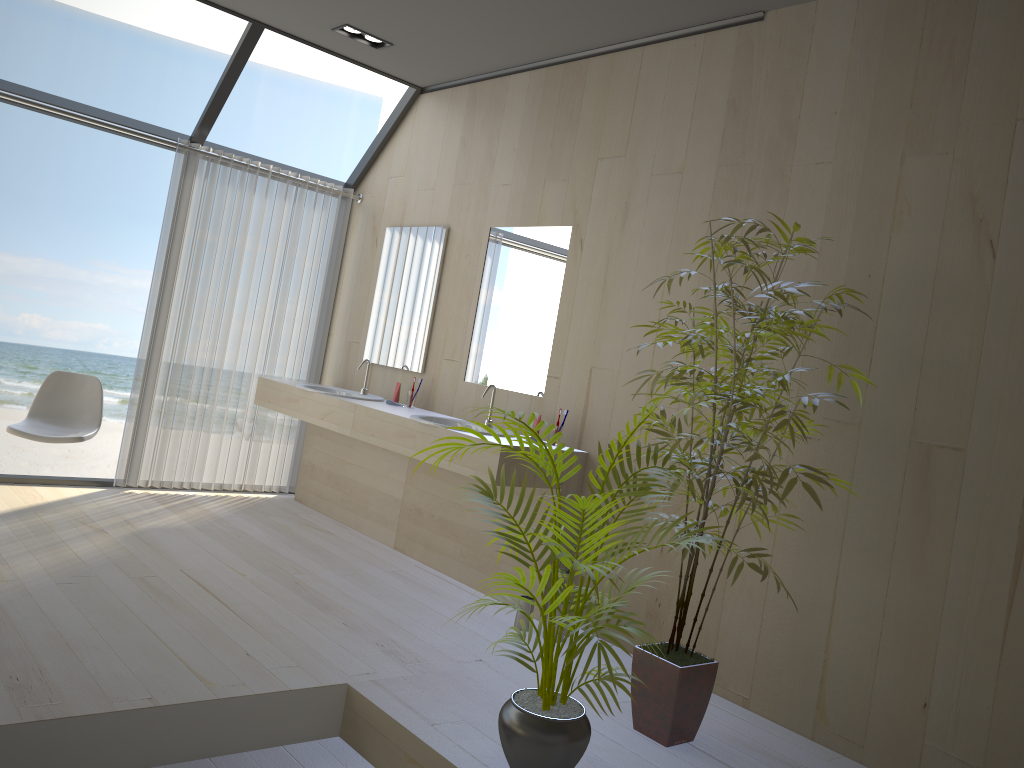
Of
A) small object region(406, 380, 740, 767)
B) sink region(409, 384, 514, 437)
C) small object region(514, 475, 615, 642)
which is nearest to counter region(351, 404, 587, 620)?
sink region(409, 384, 514, 437)

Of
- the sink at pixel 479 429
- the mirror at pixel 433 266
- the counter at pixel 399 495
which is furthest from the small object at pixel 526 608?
the mirror at pixel 433 266

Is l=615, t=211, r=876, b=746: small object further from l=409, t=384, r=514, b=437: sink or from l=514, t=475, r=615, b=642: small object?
l=409, t=384, r=514, b=437: sink

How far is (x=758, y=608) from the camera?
3.4m

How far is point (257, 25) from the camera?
4.8 meters

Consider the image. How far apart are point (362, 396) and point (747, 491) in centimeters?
299cm

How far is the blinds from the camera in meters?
5.2

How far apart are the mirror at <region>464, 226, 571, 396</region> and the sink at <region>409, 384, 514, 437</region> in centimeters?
29cm

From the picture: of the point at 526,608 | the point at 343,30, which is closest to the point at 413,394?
the point at 526,608

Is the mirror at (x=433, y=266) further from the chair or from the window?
the chair
